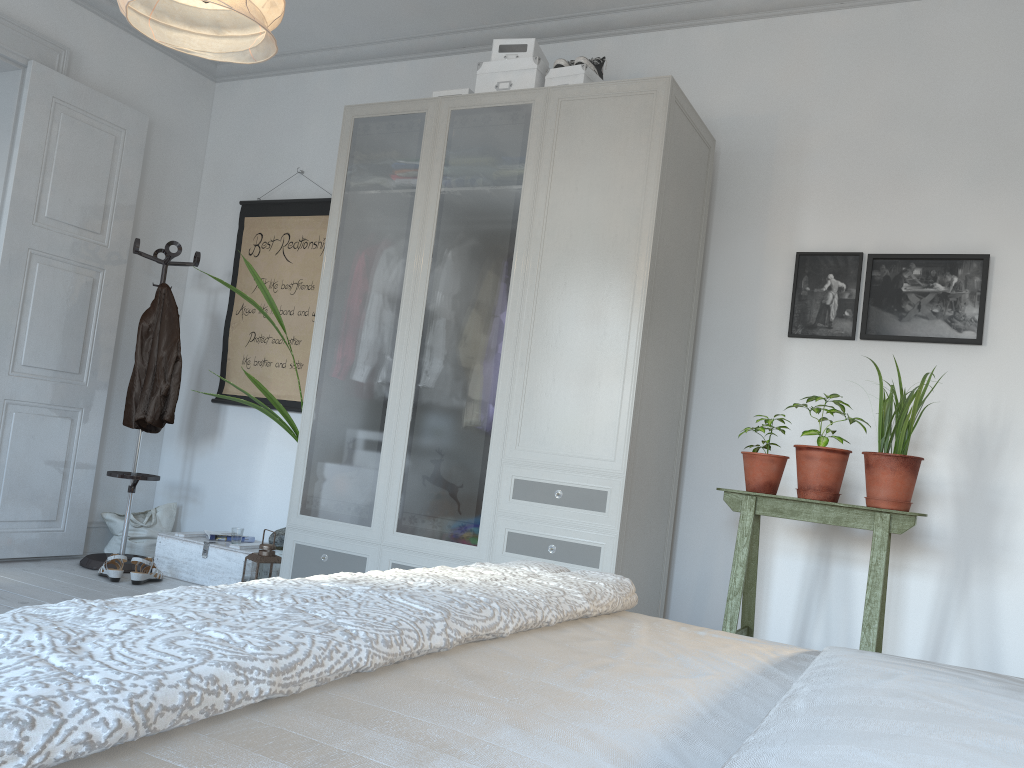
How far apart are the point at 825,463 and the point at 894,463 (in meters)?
0.21

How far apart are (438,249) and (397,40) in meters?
1.8 m

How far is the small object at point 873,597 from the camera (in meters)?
2.77

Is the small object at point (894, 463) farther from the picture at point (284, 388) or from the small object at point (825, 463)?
the picture at point (284, 388)

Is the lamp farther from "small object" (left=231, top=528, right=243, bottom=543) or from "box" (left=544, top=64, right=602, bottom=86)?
"small object" (left=231, top=528, right=243, bottom=543)

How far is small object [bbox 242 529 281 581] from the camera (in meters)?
3.73

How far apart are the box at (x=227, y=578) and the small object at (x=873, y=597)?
2.27m

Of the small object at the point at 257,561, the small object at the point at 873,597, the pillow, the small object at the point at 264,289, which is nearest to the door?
the pillow

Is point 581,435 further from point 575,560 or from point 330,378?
point 330,378

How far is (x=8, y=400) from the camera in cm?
415
